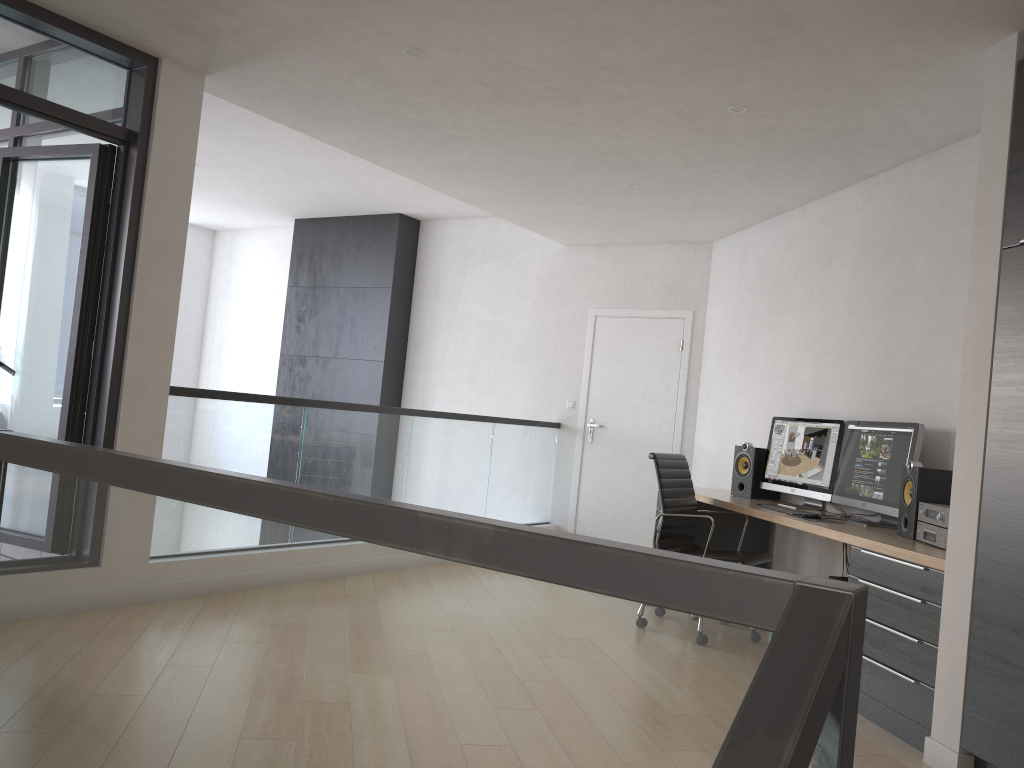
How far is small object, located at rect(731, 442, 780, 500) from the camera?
5.6 meters

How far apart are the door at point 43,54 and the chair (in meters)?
2.87

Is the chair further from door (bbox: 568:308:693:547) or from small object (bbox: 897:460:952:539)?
door (bbox: 568:308:693:547)

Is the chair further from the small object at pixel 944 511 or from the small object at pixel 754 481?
the small object at pixel 944 511

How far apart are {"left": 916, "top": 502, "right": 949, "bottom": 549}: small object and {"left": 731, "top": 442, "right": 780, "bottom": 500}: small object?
1.7m

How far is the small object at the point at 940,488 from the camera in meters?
4.0 m

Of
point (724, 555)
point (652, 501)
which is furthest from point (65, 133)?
point (652, 501)

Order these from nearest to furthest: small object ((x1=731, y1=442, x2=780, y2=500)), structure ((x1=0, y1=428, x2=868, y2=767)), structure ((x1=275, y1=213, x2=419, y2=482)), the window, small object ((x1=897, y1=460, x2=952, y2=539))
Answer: structure ((x1=0, y1=428, x2=868, y2=767))
small object ((x1=897, y1=460, x2=952, y2=539))
the window
small object ((x1=731, y1=442, x2=780, y2=500))
structure ((x1=275, y1=213, x2=419, y2=482))

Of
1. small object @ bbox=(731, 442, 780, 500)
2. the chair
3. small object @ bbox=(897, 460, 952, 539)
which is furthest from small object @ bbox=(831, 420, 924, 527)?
small object @ bbox=(731, 442, 780, 500)

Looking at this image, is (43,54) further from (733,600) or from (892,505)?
(892,505)
